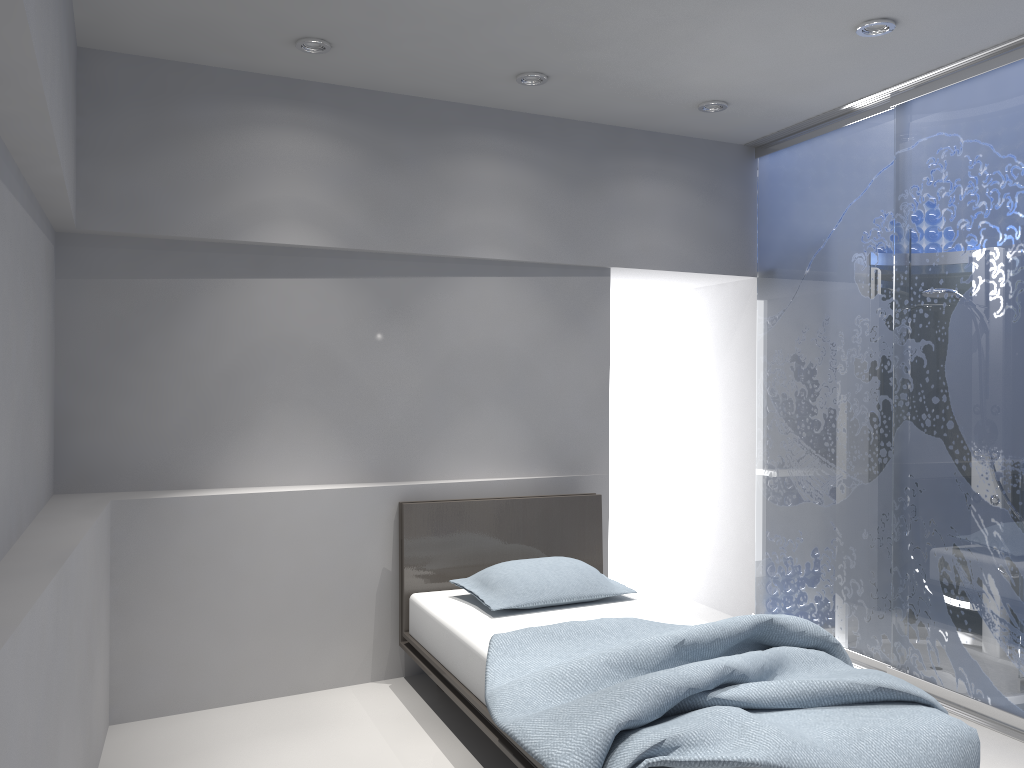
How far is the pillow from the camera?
3.69m

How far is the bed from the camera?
2.2m

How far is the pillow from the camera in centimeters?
369cm

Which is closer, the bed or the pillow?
the bed

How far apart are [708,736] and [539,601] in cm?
153

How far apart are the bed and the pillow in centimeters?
3cm

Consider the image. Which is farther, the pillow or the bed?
the pillow

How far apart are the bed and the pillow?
0.0 meters
